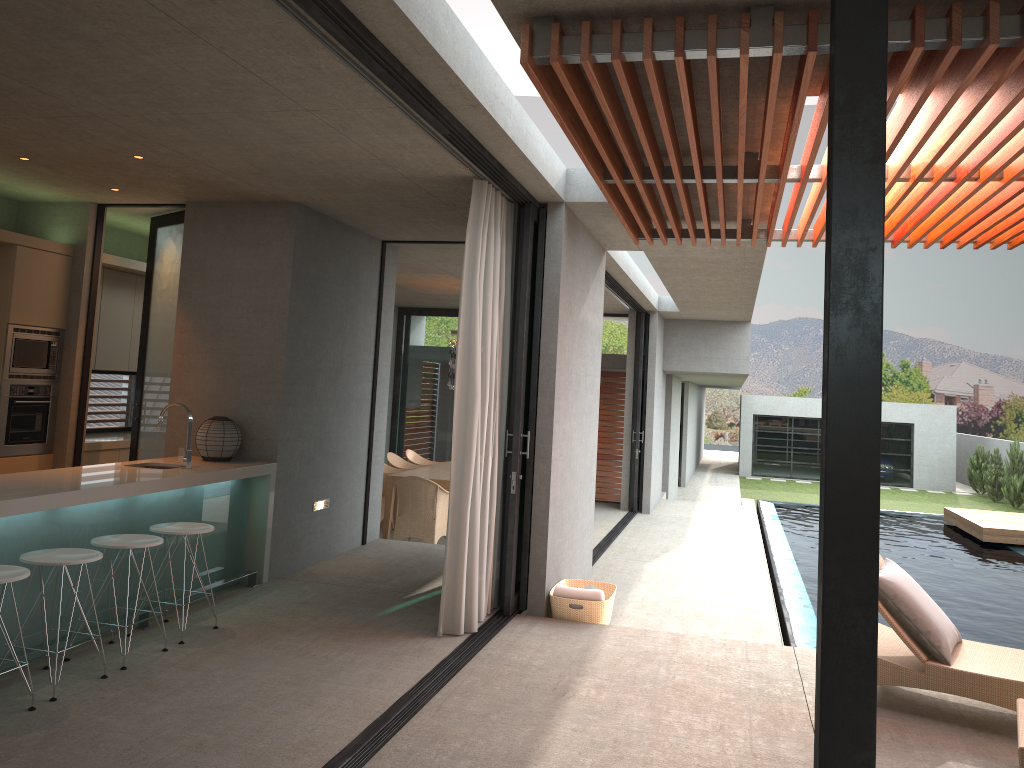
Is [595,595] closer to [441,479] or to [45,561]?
[45,561]

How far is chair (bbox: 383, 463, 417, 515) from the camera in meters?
12.2

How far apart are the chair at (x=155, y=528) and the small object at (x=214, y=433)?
1.18m

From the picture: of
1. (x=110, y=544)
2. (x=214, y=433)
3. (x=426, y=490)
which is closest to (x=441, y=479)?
(x=426, y=490)

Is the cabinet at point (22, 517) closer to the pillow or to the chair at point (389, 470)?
the pillow

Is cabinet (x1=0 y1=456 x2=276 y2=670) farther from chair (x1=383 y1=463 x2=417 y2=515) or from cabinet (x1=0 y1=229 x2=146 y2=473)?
chair (x1=383 y1=463 x2=417 y2=515)

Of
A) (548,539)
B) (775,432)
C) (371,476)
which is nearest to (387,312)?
(371,476)

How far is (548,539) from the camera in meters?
6.4 m

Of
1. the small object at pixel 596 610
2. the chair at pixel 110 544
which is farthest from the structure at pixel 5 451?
the small object at pixel 596 610

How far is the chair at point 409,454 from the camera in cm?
1338
